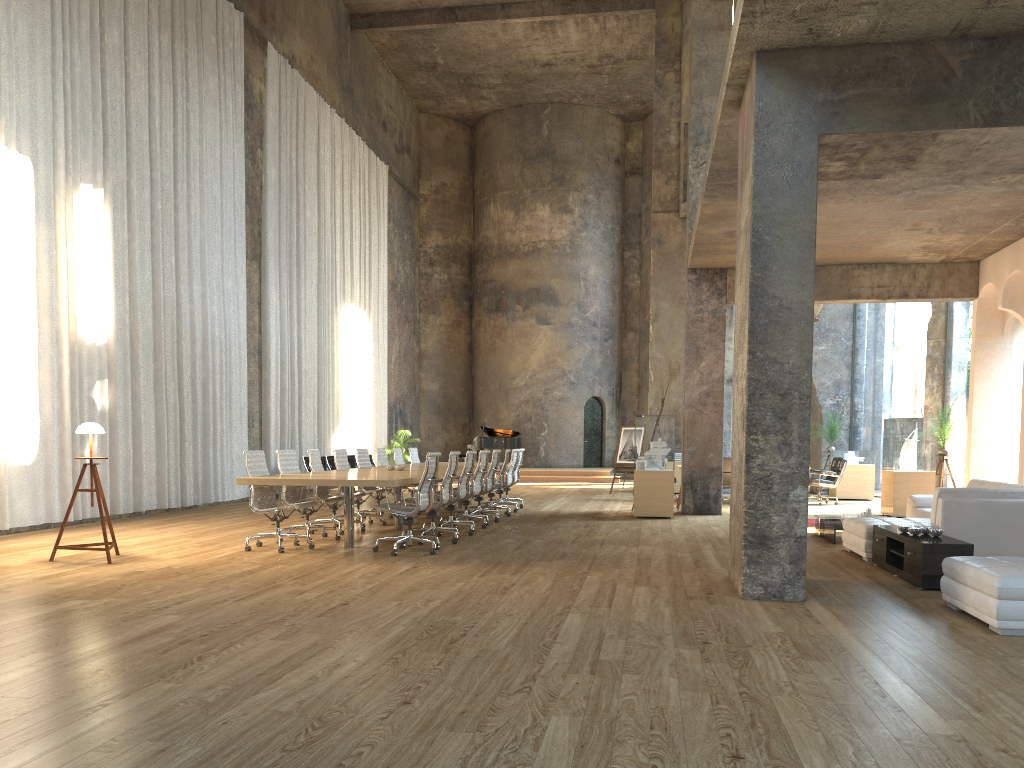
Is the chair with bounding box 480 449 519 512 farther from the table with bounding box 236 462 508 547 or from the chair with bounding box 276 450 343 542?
the chair with bounding box 276 450 343 542

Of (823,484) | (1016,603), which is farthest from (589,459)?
(1016,603)

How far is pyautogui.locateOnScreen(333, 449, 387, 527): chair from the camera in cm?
1157

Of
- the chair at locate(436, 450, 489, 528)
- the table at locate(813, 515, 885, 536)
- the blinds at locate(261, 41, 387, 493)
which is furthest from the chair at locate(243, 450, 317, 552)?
the blinds at locate(261, 41, 387, 493)

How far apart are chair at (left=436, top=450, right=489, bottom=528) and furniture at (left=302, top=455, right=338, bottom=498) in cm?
617

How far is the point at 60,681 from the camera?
3.98m

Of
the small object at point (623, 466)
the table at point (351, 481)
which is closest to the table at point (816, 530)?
the table at point (351, 481)

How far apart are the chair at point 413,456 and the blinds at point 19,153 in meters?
3.2 m

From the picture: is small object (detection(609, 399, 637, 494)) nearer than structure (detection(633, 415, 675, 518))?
No

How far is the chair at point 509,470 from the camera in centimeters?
1413cm
